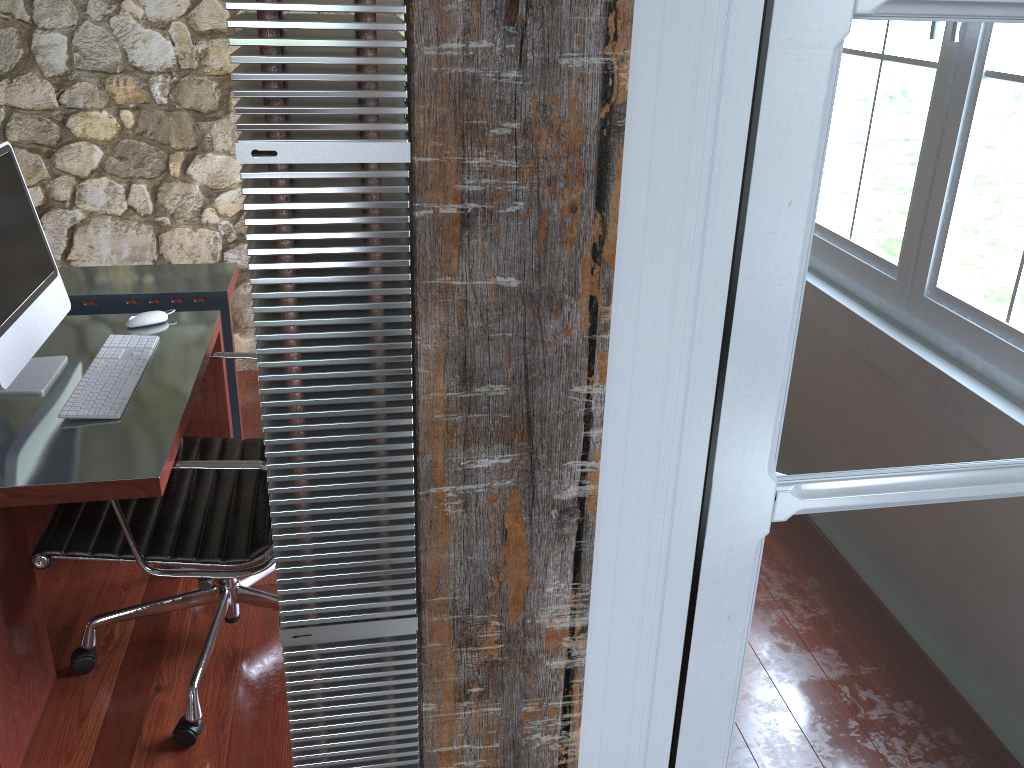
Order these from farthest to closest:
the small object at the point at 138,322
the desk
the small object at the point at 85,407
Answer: the small object at the point at 138,322 → the small object at the point at 85,407 → the desk

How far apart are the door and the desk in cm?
111

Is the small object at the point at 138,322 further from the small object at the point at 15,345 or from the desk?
the small object at the point at 15,345

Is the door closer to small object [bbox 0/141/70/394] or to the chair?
the chair

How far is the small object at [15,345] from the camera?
1.8 meters

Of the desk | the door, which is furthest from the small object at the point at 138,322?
the door

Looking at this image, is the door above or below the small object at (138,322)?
above

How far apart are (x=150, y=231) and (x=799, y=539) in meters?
3.2 m

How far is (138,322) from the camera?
2.26m

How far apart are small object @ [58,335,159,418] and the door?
1.4m
